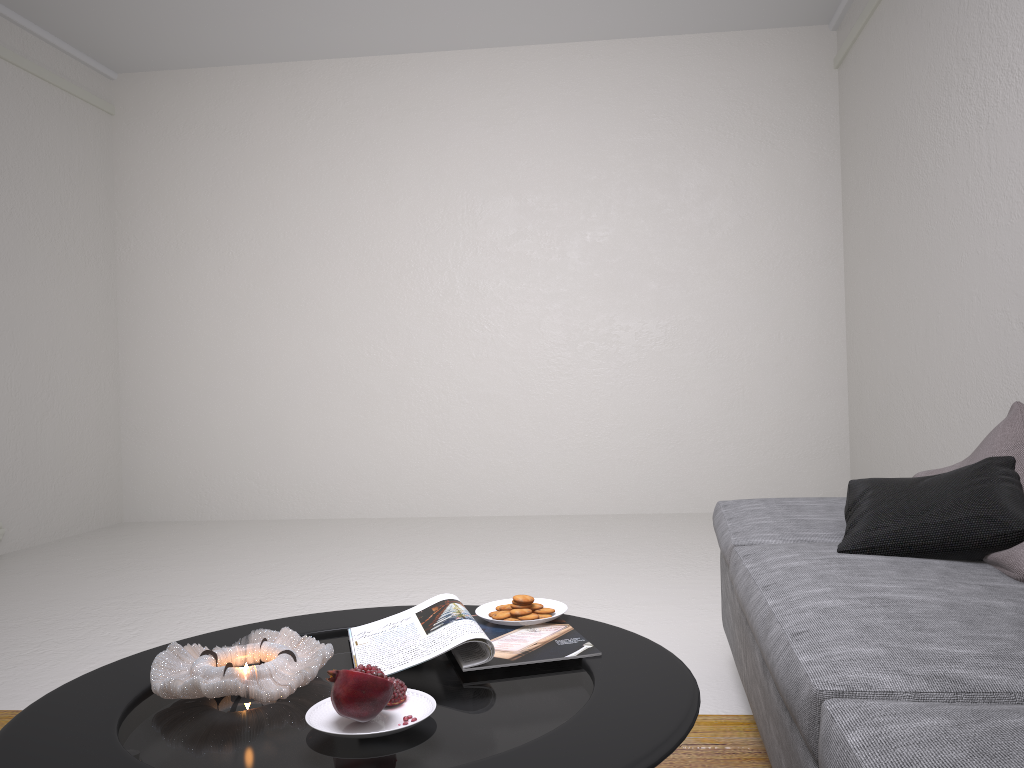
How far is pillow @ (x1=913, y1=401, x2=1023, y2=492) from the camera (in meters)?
2.19

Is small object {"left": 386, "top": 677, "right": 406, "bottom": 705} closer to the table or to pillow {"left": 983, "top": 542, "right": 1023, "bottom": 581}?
the table

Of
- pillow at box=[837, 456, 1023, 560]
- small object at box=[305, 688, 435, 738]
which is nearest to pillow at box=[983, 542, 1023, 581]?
pillow at box=[837, 456, 1023, 560]

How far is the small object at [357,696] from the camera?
1.11m

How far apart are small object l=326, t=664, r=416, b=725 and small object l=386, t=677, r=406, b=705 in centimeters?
6cm

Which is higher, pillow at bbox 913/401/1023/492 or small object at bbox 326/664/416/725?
pillow at bbox 913/401/1023/492

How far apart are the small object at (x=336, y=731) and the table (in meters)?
0.01

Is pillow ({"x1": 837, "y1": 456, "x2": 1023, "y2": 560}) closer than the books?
No

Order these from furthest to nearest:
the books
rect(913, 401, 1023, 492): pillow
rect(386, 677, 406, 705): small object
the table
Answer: rect(913, 401, 1023, 492): pillow, the books, rect(386, 677, 406, 705): small object, the table

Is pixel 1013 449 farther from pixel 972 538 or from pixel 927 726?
pixel 927 726
